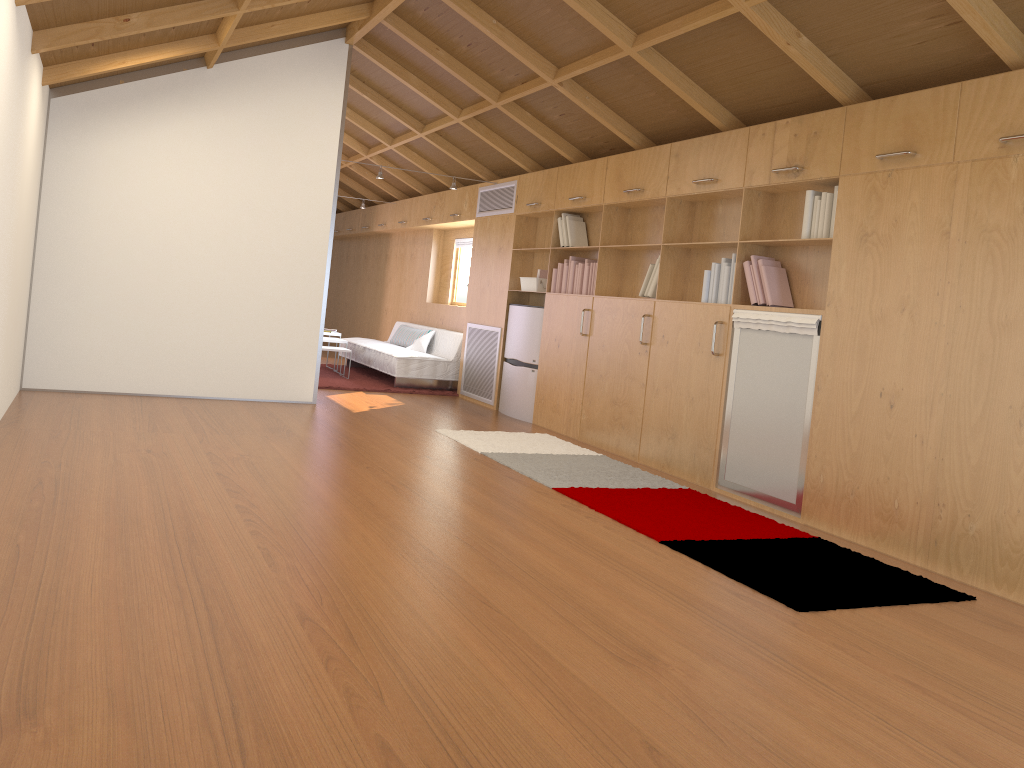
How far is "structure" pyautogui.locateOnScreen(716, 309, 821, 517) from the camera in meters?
4.7 m

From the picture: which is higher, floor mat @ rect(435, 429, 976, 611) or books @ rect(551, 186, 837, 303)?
books @ rect(551, 186, 837, 303)

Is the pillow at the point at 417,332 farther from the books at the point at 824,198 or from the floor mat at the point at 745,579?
the floor mat at the point at 745,579

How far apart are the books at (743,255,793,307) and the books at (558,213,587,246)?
2.20m

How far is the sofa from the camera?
8.95m

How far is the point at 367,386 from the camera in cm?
874

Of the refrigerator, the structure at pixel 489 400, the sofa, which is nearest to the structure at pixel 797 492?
the refrigerator

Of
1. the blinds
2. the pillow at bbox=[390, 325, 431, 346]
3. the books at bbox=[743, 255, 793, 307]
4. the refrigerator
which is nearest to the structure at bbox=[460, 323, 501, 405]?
the refrigerator

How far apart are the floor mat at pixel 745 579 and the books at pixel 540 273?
1.6 meters

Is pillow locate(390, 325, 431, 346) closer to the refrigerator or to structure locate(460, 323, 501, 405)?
structure locate(460, 323, 501, 405)
